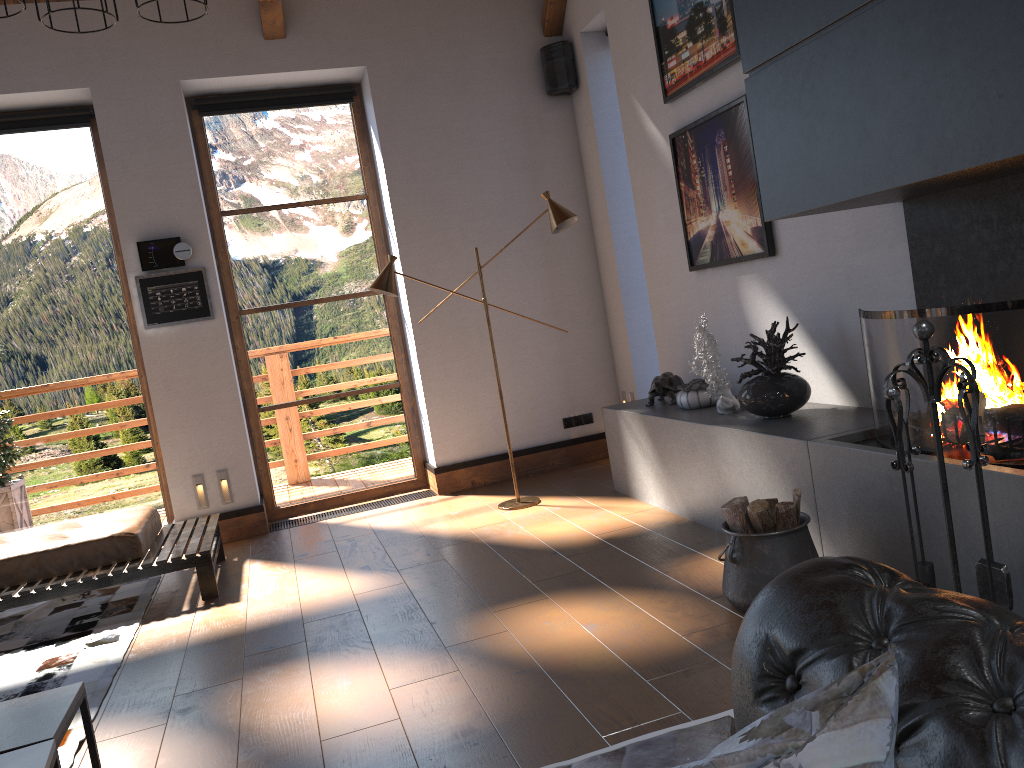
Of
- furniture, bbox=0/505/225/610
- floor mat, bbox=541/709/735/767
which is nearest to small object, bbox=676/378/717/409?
floor mat, bbox=541/709/735/767

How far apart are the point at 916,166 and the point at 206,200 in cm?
510

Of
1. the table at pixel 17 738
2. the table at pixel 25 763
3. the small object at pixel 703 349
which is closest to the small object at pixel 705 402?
the small object at pixel 703 349

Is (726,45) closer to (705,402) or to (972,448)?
(705,402)

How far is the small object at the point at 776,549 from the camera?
3.12m

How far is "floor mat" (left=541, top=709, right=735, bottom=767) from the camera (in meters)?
2.32

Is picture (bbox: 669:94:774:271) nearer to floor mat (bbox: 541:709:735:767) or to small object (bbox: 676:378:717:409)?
small object (bbox: 676:378:717:409)

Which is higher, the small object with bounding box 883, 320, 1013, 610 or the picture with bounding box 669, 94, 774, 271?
the picture with bounding box 669, 94, 774, 271

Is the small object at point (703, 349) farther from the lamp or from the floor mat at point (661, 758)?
the floor mat at point (661, 758)

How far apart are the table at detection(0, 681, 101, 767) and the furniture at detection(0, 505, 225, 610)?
2.06m
